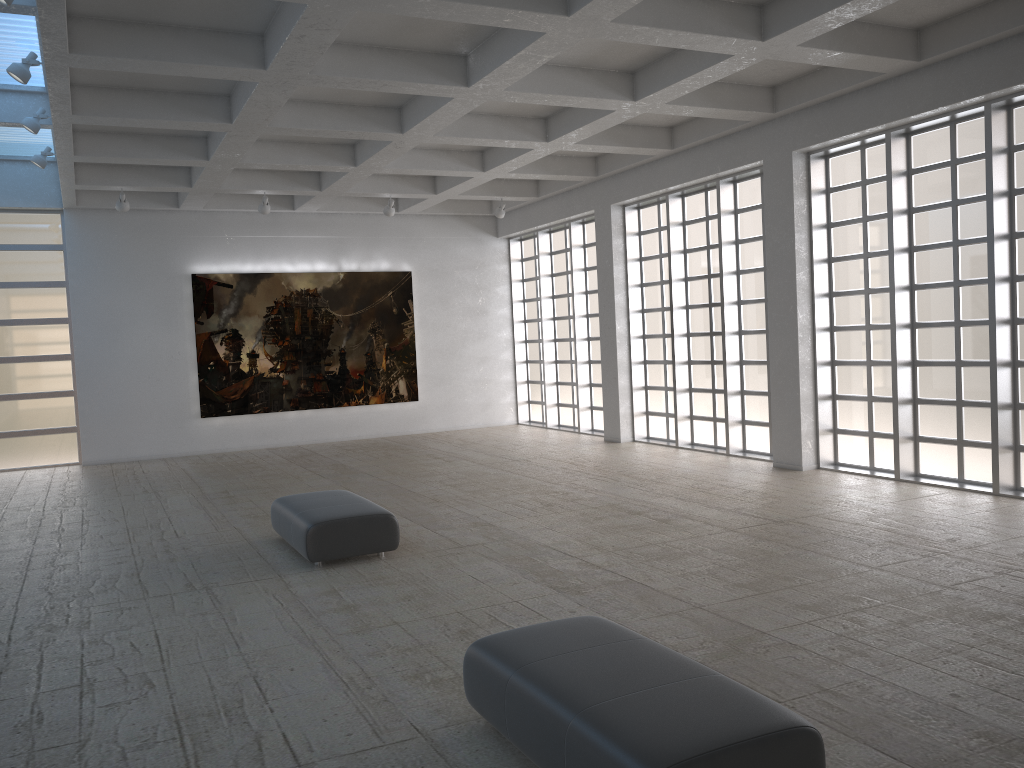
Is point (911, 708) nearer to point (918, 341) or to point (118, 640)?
point (118, 640)

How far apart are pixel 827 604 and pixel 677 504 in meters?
7.0
